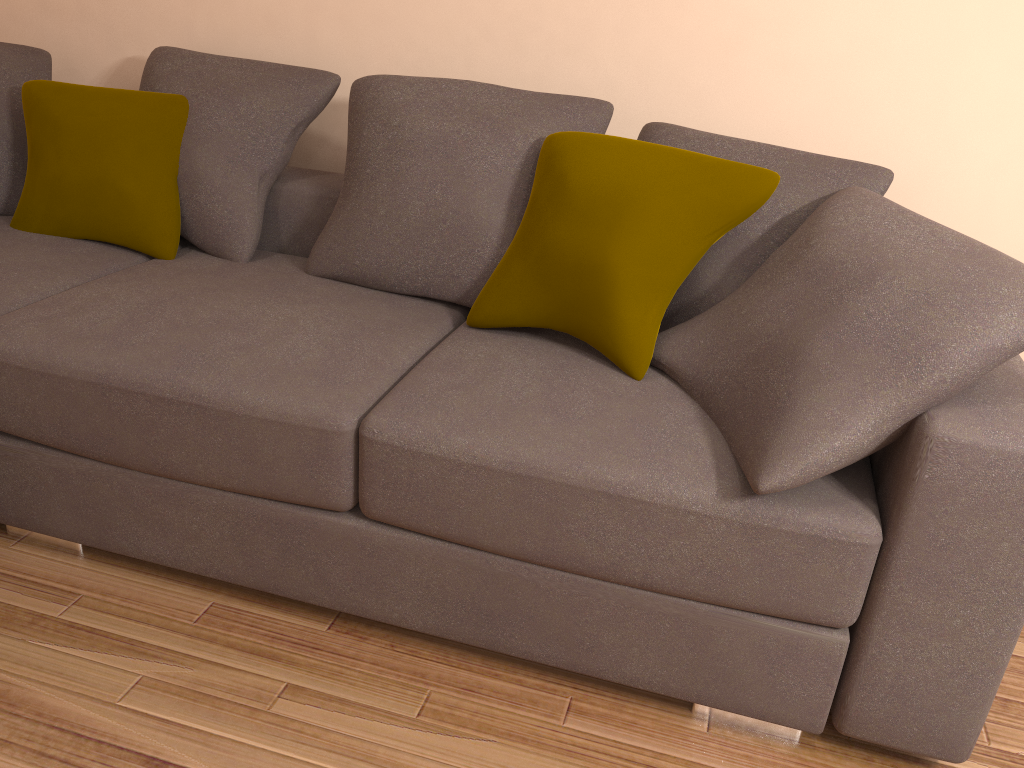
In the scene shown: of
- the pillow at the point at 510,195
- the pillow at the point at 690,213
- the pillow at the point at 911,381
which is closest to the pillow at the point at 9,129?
the pillow at the point at 510,195

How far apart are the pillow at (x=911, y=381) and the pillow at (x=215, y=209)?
1.3m

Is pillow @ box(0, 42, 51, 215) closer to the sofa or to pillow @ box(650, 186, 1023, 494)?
the sofa

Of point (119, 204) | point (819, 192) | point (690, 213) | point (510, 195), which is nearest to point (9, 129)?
point (119, 204)

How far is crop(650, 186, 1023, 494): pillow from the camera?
1.5m

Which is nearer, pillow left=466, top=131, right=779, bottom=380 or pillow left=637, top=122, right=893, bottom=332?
pillow left=466, top=131, right=779, bottom=380

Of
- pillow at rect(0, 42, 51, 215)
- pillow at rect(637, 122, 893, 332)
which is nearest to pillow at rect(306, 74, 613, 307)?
pillow at rect(637, 122, 893, 332)

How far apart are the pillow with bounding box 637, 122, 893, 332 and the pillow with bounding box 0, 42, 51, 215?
2.0 meters

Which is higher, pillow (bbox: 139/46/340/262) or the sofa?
pillow (bbox: 139/46/340/262)

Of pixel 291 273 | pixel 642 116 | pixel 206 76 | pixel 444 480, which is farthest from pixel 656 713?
pixel 206 76
